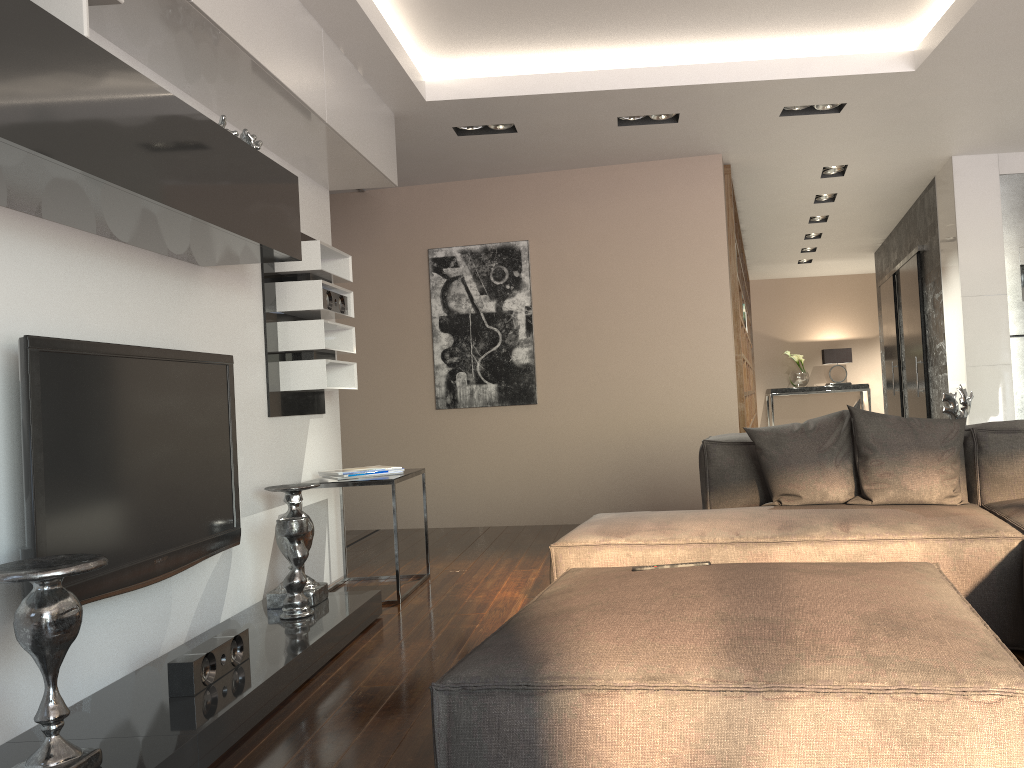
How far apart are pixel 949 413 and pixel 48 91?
3.7m

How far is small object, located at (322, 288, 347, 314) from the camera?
4.3 meters

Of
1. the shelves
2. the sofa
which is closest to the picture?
the sofa

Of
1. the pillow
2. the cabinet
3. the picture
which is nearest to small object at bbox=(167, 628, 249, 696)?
the pillow

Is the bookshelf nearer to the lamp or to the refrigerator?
the lamp

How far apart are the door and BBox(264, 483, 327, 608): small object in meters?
5.8

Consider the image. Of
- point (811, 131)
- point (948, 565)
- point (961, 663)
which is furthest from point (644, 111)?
point (961, 663)

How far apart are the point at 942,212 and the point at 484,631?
5.1m

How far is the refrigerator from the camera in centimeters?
612cm

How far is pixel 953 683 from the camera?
1.39m
